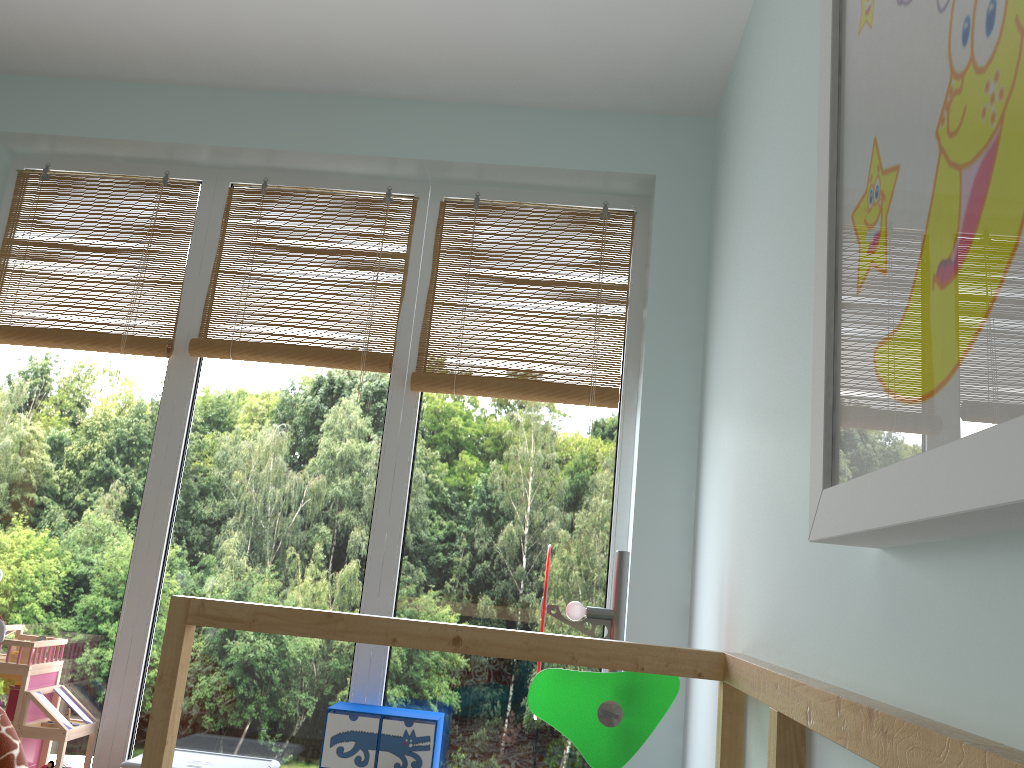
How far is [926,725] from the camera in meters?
0.6

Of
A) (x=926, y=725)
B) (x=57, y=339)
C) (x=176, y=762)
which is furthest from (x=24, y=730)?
(x=926, y=725)

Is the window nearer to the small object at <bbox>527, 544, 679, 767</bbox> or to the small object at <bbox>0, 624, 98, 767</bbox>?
the small object at <bbox>0, 624, 98, 767</bbox>

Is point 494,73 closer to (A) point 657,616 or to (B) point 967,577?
(A) point 657,616

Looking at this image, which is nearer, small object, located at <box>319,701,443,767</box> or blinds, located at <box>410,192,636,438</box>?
small object, located at <box>319,701,443,767</box>

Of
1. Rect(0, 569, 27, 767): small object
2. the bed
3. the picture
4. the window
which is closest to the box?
the window

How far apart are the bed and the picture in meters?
0.1 m

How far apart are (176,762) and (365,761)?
0.4m

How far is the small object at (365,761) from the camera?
1.9 meters

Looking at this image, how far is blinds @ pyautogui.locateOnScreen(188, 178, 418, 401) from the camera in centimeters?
219cm
